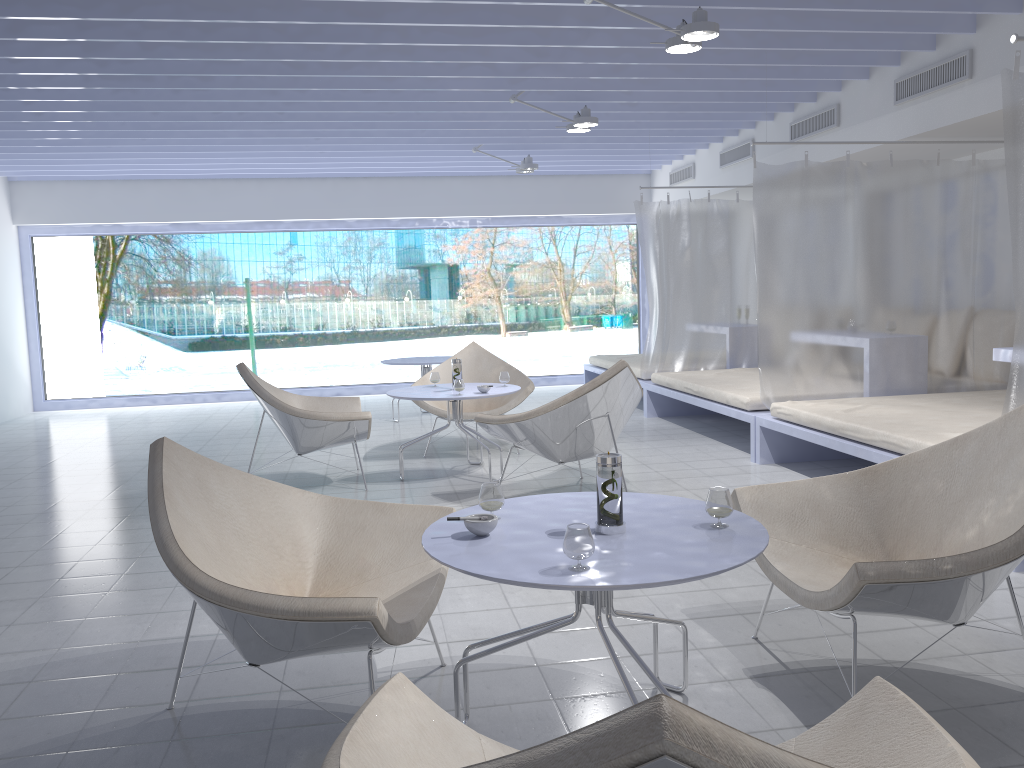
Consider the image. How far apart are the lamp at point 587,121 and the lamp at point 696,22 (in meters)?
1.72

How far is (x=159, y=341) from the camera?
11.38m

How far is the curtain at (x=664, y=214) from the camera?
7.6m

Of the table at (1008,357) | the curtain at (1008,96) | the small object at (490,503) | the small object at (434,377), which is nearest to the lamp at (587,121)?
the small object at (434,377)

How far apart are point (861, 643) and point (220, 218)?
8.54m

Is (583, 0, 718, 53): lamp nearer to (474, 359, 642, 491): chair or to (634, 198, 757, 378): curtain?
(474, 359, 642, 491): chair

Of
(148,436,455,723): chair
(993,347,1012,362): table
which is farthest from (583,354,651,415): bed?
Answer: (148,436,455,723): chair

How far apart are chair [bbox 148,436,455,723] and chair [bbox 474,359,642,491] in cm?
181

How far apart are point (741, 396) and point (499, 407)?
1.6m

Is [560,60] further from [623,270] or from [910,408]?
[623,270]
